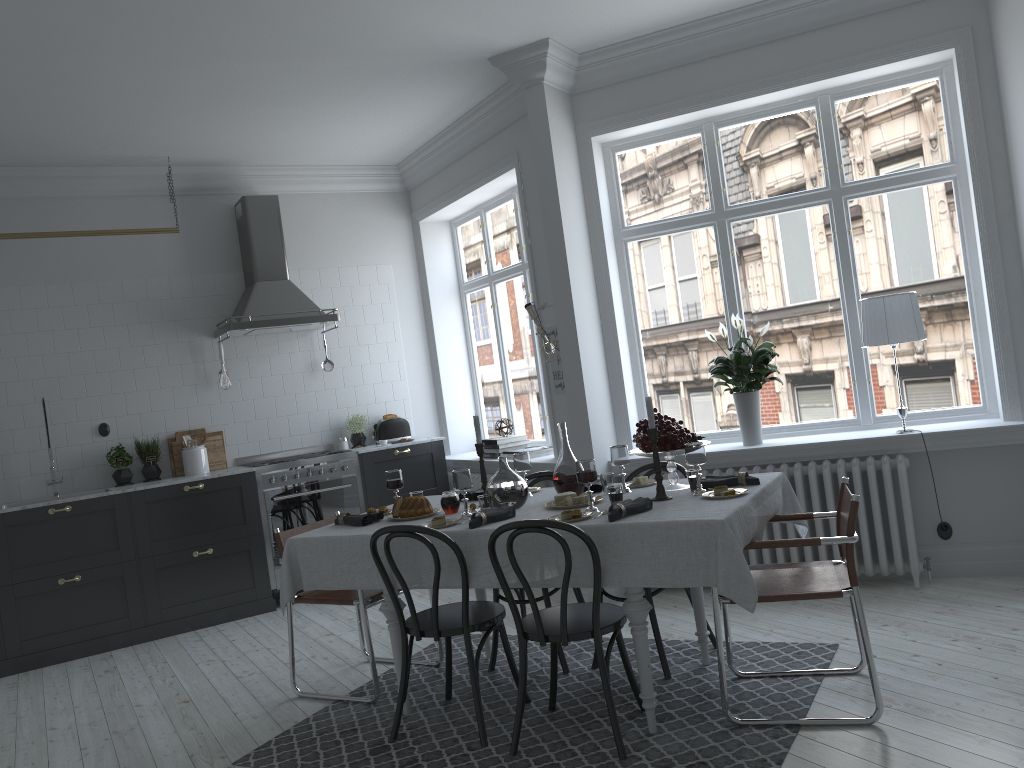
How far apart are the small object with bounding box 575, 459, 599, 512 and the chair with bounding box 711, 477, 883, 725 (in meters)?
0.57

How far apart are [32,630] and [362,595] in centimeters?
286cm

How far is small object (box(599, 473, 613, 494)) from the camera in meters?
4.0 m

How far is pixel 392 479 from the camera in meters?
4.3

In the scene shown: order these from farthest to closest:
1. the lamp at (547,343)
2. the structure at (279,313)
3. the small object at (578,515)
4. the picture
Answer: the structure at (279,313)
the picture
the lamp at (547,343)
the small object at (578,515)

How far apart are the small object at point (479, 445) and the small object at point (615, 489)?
0.8 meters

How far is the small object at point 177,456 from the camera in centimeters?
661cm

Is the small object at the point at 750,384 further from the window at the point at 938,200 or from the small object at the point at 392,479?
the small object at the point at 392,479

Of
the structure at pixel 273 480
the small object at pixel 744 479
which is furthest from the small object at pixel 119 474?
the small object at pixel 744 479

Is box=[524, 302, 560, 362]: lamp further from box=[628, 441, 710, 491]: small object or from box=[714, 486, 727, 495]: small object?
box=[714, 486, 727, 495]: small object
